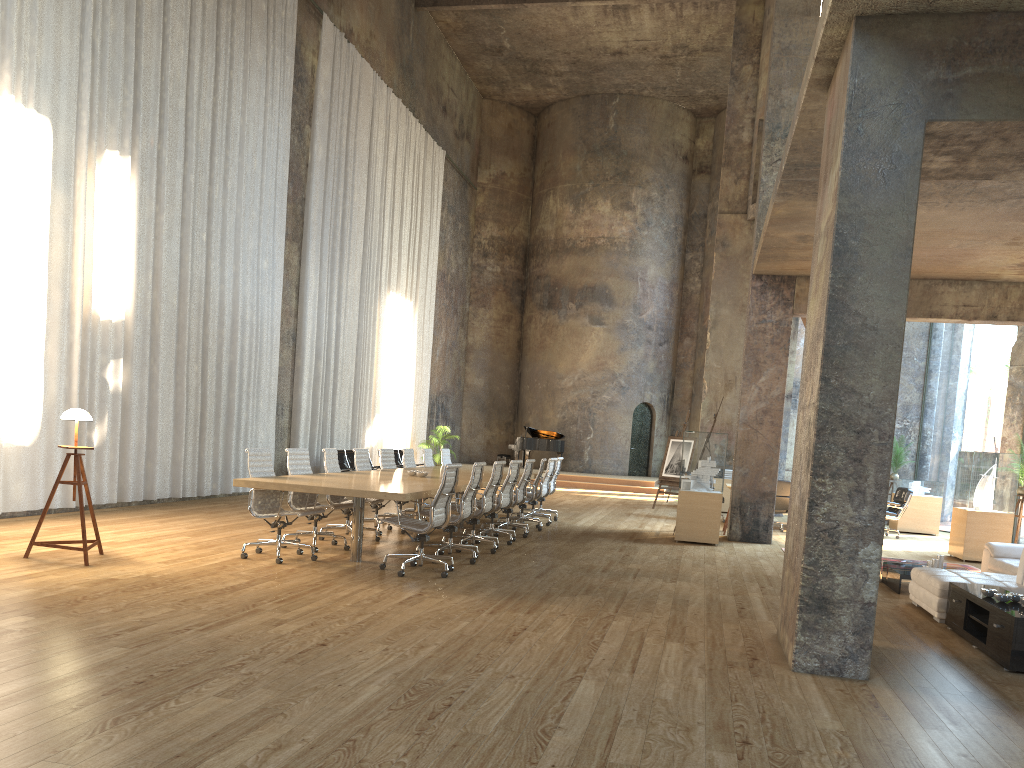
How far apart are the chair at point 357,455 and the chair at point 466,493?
1.7m

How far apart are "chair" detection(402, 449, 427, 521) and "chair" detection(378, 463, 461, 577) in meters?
4.3 m

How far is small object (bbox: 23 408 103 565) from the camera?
7.31m

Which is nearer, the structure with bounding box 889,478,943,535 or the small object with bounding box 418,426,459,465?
the structure with bounding box 889,478,943,535

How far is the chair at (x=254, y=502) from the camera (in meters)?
8.03

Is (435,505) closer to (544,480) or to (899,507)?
(544,480)

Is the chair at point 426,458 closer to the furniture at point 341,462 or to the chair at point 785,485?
the furniture at point 341,462

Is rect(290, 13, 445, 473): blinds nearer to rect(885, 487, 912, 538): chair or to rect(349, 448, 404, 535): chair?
rect(349, 448, 404, 535): chair

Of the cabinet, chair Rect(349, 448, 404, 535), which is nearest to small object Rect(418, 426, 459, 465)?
chair Rect(349, 448, 404, 535)

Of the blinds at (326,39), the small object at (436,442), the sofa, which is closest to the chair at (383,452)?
the blinds at (326,39)
